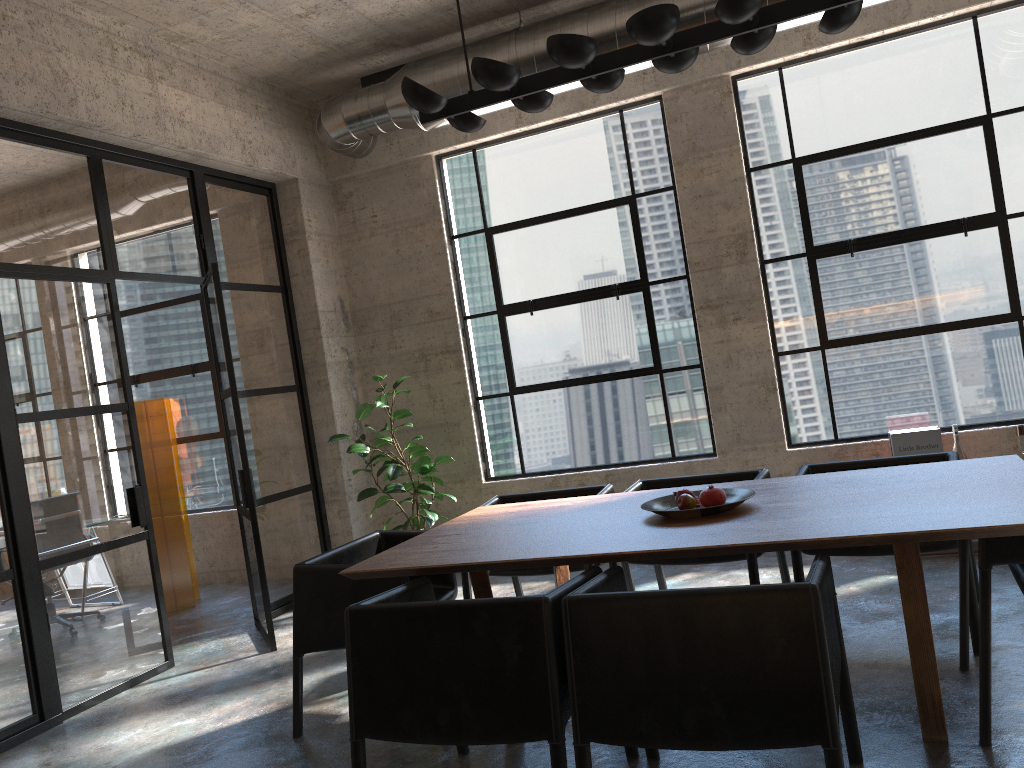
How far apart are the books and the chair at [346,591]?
2.77m

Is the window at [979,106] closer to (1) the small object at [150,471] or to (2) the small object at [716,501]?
(2) the small object at [716,501]

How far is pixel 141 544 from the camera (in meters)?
5.13

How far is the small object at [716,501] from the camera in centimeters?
330cm

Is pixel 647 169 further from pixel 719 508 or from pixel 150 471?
pixel 150 471

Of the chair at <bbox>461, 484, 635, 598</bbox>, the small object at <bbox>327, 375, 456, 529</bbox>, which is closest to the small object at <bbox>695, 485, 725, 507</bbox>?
the chair at <bbox>461, 484, 635, 598</bbox>

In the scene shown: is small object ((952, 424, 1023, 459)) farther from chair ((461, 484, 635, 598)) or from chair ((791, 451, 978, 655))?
chair ((461, 484, 635, 598))

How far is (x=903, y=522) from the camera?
2.7m

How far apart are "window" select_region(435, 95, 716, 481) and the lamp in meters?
2.6

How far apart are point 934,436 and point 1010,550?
2.57m
